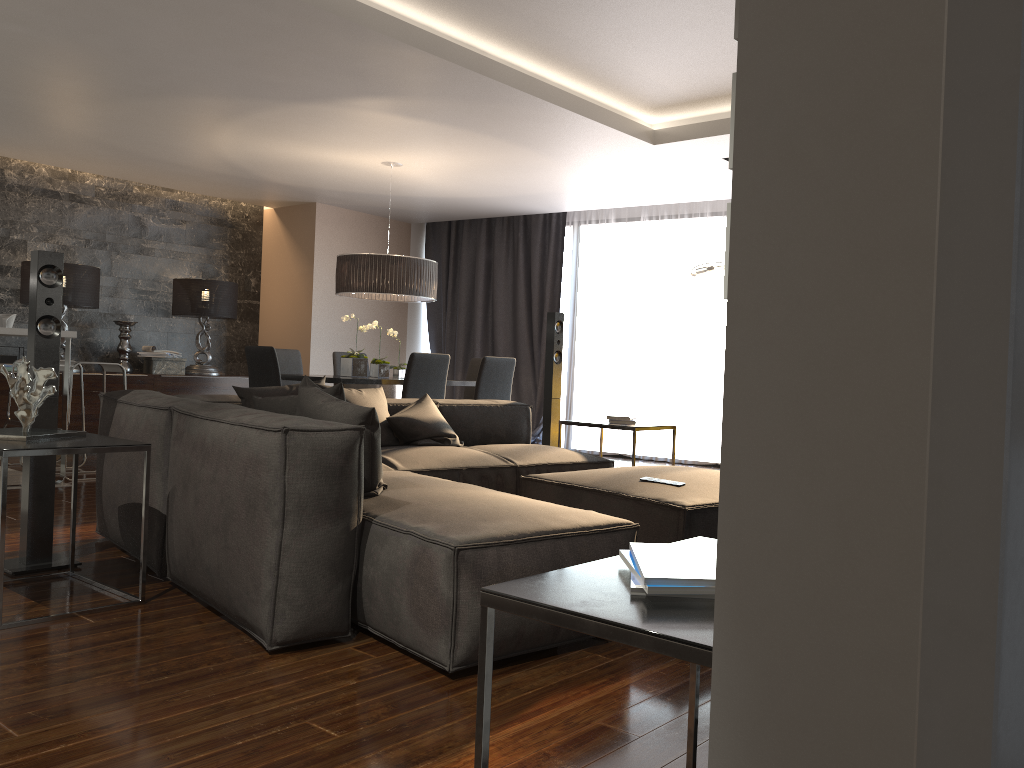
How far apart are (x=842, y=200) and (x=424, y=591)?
2.1 meters

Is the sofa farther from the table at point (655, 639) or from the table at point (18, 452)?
the table at point (655, 639)

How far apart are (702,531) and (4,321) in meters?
5.2

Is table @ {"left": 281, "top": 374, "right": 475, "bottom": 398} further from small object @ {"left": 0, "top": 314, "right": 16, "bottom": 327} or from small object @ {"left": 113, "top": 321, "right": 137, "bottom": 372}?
small object @ {"left": 113, "top": 321, "right": 137, "bottom": 372}

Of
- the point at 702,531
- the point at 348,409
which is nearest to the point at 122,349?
the point at 348,409

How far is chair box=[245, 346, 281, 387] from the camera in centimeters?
642cm

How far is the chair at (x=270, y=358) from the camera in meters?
6.4 m

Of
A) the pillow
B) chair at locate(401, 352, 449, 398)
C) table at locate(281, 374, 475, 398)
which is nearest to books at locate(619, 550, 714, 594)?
the pillow

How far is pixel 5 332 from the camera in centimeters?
571cm

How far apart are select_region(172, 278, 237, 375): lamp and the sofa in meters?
4.5 m
